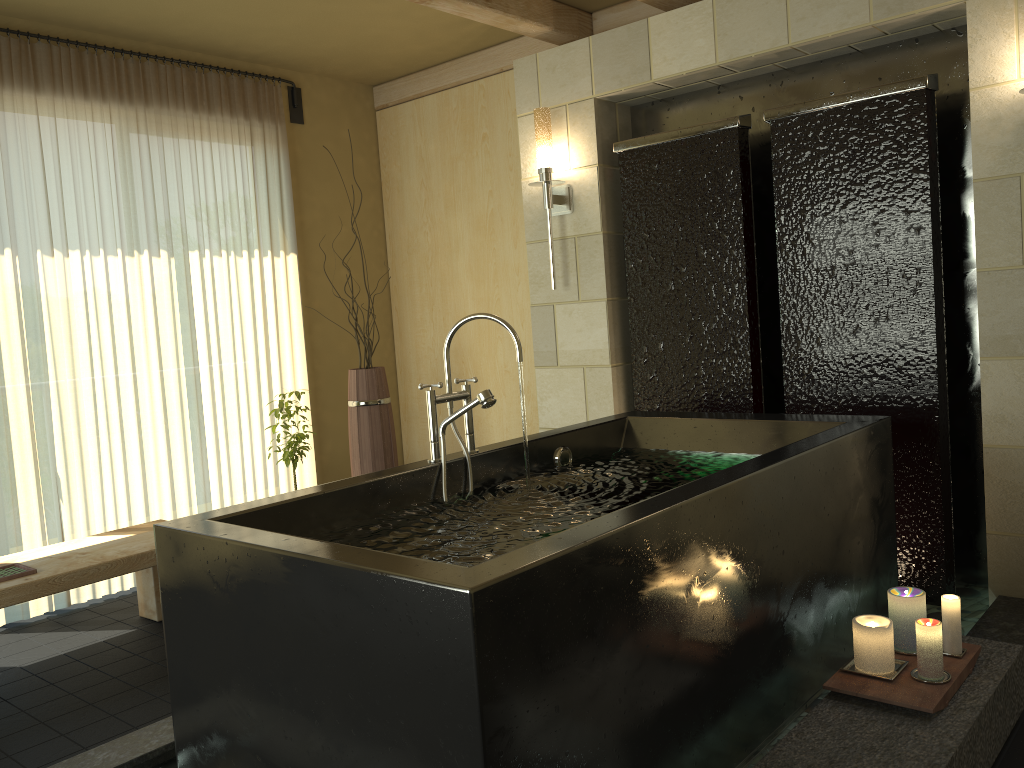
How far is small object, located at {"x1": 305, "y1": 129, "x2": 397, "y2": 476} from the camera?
4.4 meters

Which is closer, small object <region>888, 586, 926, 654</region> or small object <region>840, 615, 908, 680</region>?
small object <region>840, 615, 908, 680</region>

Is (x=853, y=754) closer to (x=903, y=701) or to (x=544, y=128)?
(x=903, y=701)

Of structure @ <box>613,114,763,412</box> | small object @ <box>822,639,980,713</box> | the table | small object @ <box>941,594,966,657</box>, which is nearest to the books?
the table

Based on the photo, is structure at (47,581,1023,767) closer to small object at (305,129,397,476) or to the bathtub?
the bathtub

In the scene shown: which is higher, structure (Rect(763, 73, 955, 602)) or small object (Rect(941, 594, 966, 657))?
structure (Rect(763, 73, 955, 602))

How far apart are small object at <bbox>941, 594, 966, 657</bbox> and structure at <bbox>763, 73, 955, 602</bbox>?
1.05m

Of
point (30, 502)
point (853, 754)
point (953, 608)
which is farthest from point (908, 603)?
point (30, 502)

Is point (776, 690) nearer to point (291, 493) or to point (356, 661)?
point (356, 661)

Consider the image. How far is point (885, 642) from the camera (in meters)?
2.21
